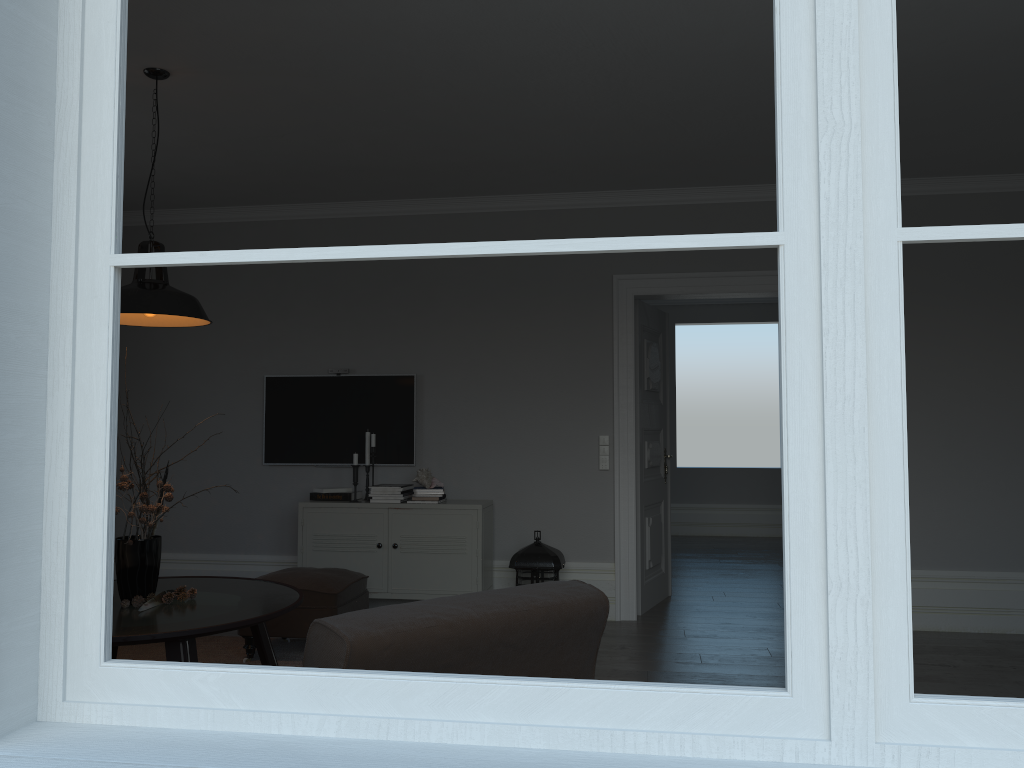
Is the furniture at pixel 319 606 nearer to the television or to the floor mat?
the floor mat

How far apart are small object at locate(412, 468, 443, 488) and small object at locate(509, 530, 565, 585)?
0.7m

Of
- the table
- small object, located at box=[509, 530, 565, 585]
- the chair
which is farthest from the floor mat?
the chair

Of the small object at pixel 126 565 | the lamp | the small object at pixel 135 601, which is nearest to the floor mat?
the small object at pixel 135 601

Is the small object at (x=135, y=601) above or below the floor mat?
above

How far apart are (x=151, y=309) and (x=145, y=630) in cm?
124

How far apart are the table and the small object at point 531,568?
1.6 meters

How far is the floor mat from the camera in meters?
4.6

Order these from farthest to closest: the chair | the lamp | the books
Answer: the books < the lamp < the chair

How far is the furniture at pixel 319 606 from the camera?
4.5 meters
